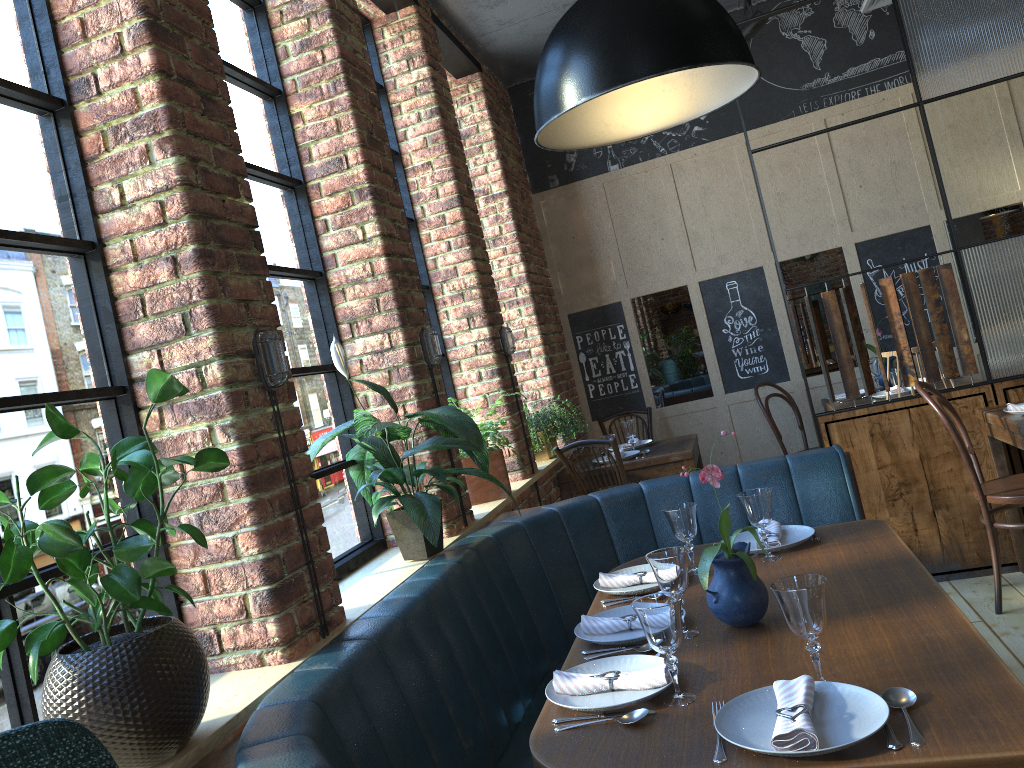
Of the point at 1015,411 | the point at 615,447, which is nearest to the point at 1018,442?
the point at 1015,411

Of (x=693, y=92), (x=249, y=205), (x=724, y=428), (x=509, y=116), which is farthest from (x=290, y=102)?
(x=724, y=428)

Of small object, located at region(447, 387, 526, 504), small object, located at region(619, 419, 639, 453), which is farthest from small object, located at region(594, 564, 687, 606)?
small object, located at region(619, 419, 639, 453)

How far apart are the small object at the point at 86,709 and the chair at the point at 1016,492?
2.96m

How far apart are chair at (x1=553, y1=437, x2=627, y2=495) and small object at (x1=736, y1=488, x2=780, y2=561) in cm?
187

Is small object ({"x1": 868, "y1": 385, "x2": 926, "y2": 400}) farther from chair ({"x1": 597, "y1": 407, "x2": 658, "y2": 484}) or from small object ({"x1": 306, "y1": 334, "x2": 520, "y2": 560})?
small object ({"x1": 306, "y1": 334, "x2": 520, "y2": 560})

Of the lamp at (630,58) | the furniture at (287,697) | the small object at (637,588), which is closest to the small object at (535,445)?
the furniture at (287,697)

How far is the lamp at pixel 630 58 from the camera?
1.85m

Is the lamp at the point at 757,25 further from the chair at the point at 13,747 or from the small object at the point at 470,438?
the chair at the point at 13,747

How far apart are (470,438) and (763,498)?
0.9 meters
